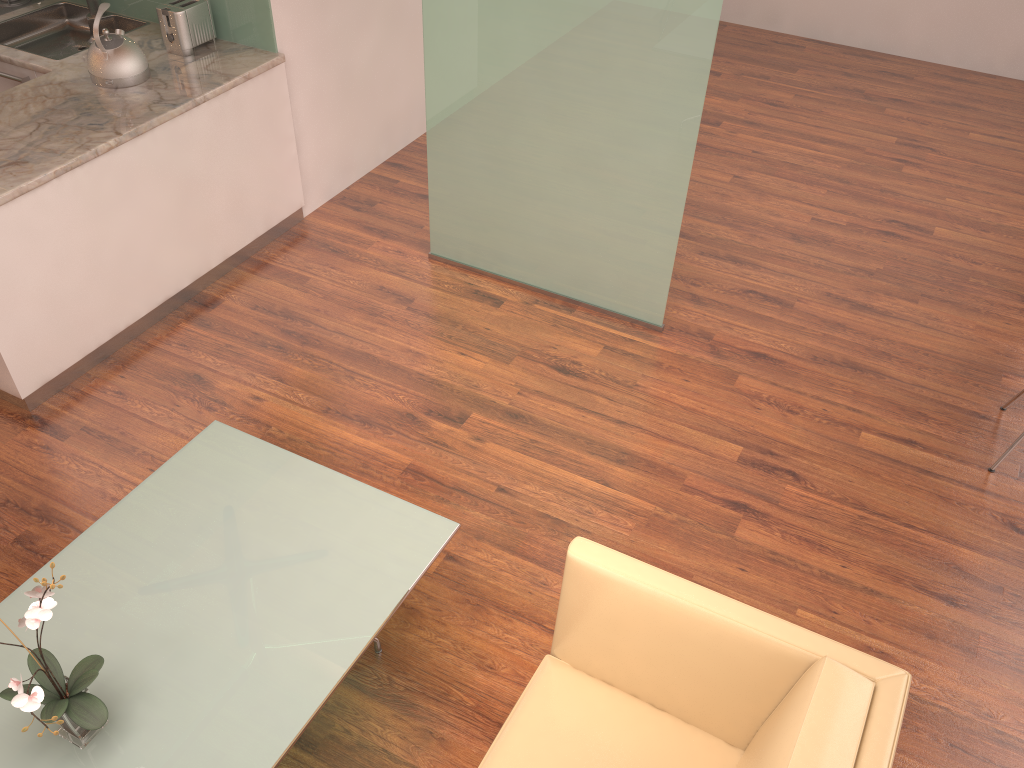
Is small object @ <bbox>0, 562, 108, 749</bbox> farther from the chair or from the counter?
the chair

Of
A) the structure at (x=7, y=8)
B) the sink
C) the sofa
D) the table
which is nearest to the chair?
the sofa

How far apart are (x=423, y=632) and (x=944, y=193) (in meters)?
4.44

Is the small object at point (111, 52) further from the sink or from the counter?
the sink

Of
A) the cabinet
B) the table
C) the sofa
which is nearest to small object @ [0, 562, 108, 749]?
the table

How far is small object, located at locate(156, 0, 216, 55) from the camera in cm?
427

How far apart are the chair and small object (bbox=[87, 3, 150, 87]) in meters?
4.1 m

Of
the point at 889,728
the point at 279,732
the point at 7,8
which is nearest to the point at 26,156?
the point at 7,8

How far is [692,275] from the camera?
4.75m

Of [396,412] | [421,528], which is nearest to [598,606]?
[421,528]
